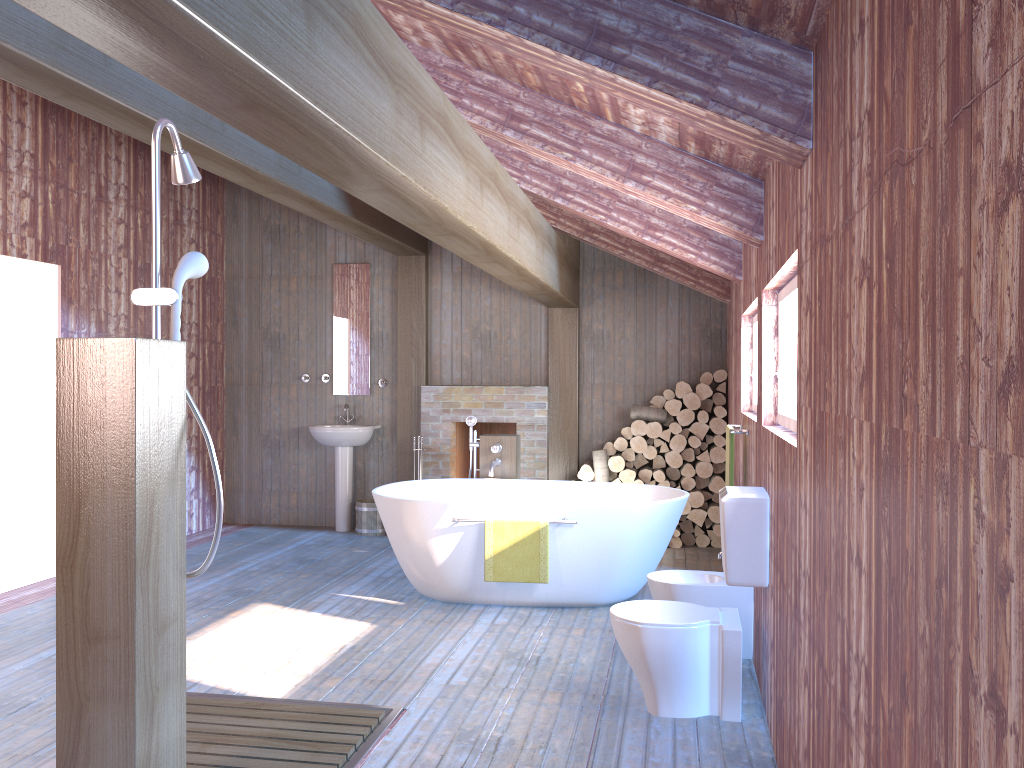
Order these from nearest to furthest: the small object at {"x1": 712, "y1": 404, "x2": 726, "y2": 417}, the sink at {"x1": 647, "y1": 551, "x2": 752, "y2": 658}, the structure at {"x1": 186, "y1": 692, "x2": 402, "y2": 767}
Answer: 1. the structure at {"x1": 186, "y1": 692, "x2": 402, "y2": 767}
2. the sink at {"x1": 647, "y1": 551, "x2": 752, "y2": 658}
3. the small object at {"x1": 712, "y1": 404, "x2": 726, "y2": 417}

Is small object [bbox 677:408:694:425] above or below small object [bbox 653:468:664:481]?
above

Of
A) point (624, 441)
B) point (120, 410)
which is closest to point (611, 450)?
point (624, 441)

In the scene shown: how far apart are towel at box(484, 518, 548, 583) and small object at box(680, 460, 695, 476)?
2.42m

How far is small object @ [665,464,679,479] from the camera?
7.3m

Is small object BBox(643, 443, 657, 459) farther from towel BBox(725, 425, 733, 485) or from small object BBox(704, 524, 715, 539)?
towel BBox(725, 425, 733, 485)

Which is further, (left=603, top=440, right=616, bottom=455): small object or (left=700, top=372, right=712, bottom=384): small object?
(left=603, top=440, right=616, bottom=455): small object

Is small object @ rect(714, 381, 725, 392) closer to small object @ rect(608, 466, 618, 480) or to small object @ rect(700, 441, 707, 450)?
small object @ rect(700, 441, 707, 450)

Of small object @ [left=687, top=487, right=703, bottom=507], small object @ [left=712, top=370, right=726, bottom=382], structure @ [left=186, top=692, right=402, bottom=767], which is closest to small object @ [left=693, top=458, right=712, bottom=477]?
small object @ [left=687, top=487, right=703, bottom=507]

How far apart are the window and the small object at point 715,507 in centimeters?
346cm
